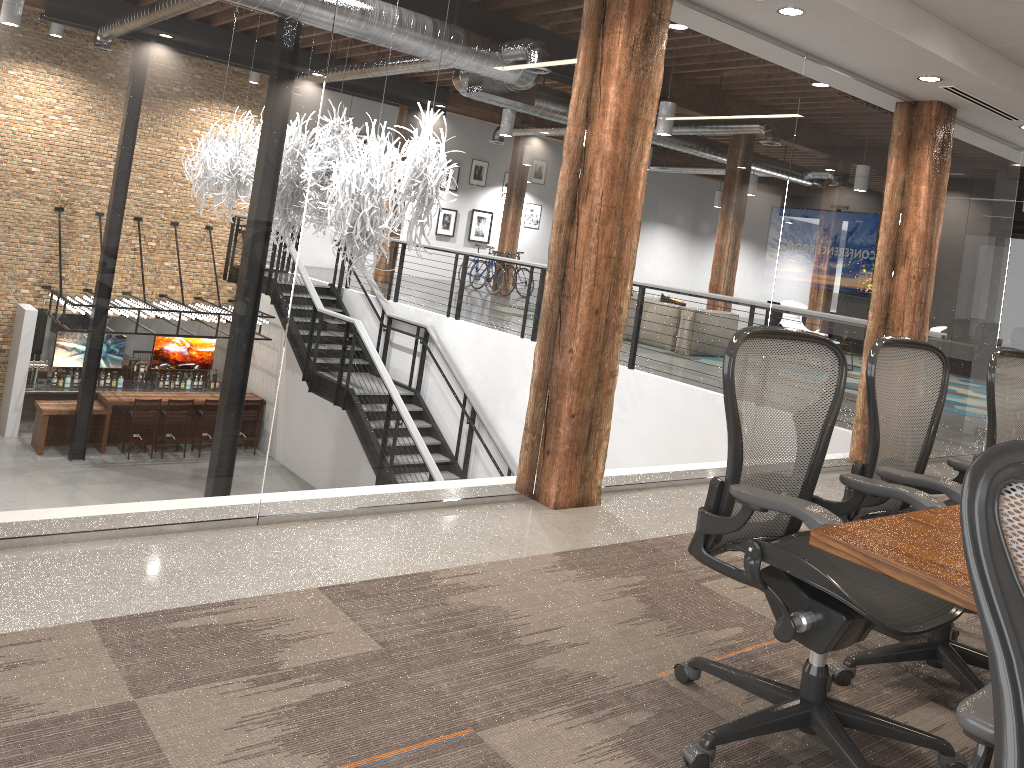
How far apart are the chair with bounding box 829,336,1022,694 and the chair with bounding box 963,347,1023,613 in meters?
0.2 m

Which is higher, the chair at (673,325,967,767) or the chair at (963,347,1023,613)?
the chair at (963,347,1023,613)

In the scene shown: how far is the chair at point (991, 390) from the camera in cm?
337

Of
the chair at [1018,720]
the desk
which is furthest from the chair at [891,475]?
the chair at [1018,720]

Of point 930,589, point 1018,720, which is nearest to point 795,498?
point 930,589

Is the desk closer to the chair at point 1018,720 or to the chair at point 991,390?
the chair at point 1018,720

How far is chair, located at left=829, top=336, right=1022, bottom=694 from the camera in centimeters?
283cm

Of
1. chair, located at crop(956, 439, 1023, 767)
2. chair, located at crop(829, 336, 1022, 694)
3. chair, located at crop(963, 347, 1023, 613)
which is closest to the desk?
chair, located at crop(956, 439, 1023, 767)

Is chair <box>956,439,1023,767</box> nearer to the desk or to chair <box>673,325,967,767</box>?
the desk

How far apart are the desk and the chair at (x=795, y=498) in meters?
0.2 m
